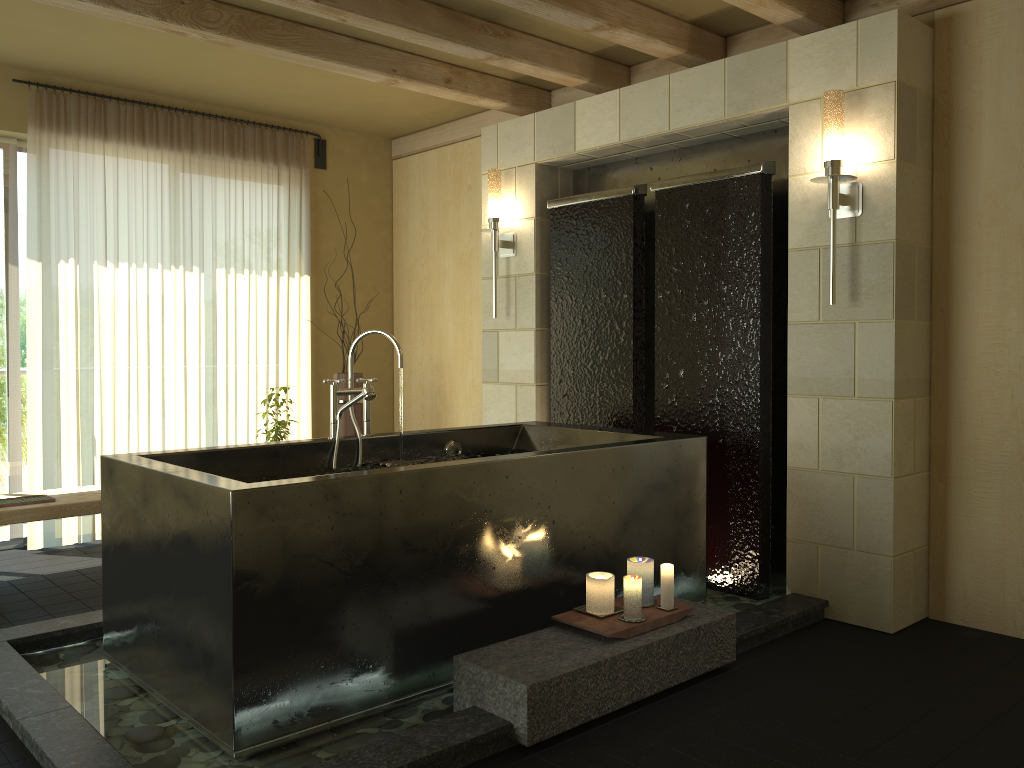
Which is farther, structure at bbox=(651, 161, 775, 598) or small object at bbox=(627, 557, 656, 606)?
structure at bbox=(651, 161, 775, 598)

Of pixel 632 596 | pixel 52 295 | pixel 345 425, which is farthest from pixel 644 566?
pixel 52 295

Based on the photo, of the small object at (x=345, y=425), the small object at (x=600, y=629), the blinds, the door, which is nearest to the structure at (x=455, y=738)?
the small object at (x=600, y=629)

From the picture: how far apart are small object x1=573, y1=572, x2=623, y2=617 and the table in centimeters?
256cm

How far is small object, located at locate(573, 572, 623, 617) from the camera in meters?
3.0

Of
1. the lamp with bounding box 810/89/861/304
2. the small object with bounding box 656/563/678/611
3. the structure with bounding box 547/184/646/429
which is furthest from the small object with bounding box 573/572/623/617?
the lamp with bounding box 810/89/861/304

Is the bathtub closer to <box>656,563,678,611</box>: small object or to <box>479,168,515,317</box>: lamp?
<box>656,563,678,611</box>: small object

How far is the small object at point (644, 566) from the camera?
3.1 meters

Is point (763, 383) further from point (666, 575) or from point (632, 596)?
point (632, 596)

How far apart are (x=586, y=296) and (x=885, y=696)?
2.5m
